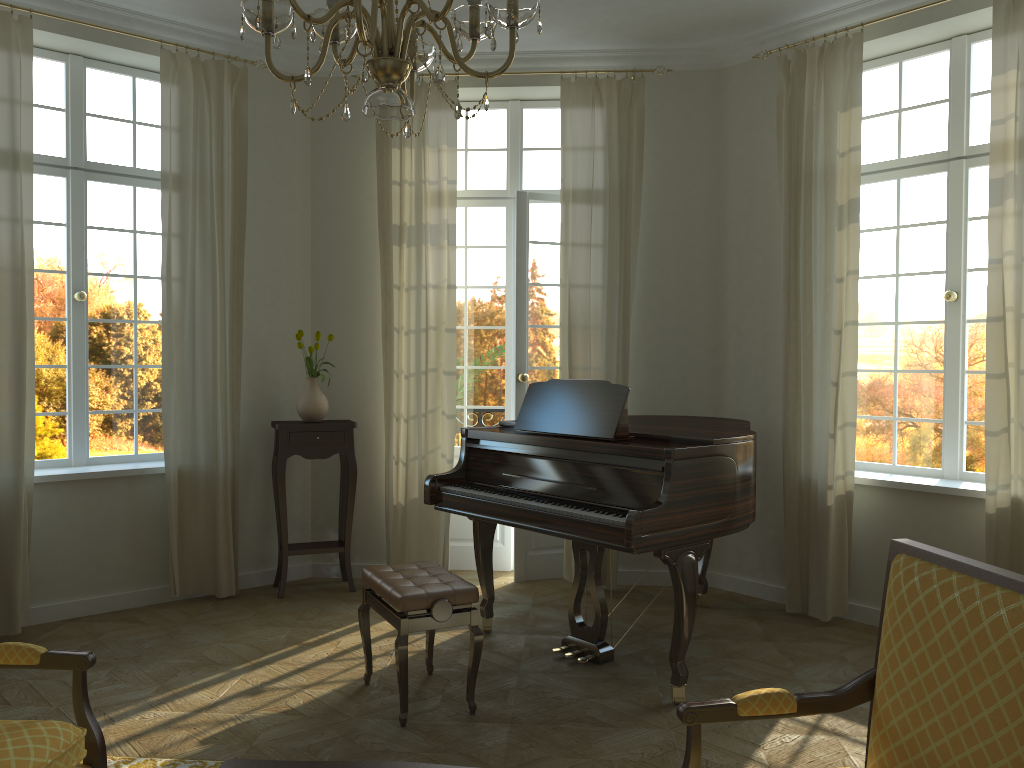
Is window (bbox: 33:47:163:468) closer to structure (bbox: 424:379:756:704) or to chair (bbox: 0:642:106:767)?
structure (bbox: 424:379:756:704)

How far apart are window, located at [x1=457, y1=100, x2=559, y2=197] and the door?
0.1 meters

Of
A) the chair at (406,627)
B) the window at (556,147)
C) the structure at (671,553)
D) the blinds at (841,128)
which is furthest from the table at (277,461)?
the blinds at (841,128)

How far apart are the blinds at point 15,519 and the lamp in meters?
3.2

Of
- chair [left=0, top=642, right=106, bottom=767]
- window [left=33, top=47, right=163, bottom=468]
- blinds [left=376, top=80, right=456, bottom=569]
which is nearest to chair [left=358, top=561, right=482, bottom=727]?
chair [left=0, top=642, right=106, bottom=767]

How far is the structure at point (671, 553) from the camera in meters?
3.9 m

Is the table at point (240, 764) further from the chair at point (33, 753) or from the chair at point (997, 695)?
the chair at point (997, 695)

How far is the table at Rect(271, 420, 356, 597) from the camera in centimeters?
567cm

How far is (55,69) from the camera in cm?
540

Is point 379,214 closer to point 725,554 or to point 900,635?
point 725,554
